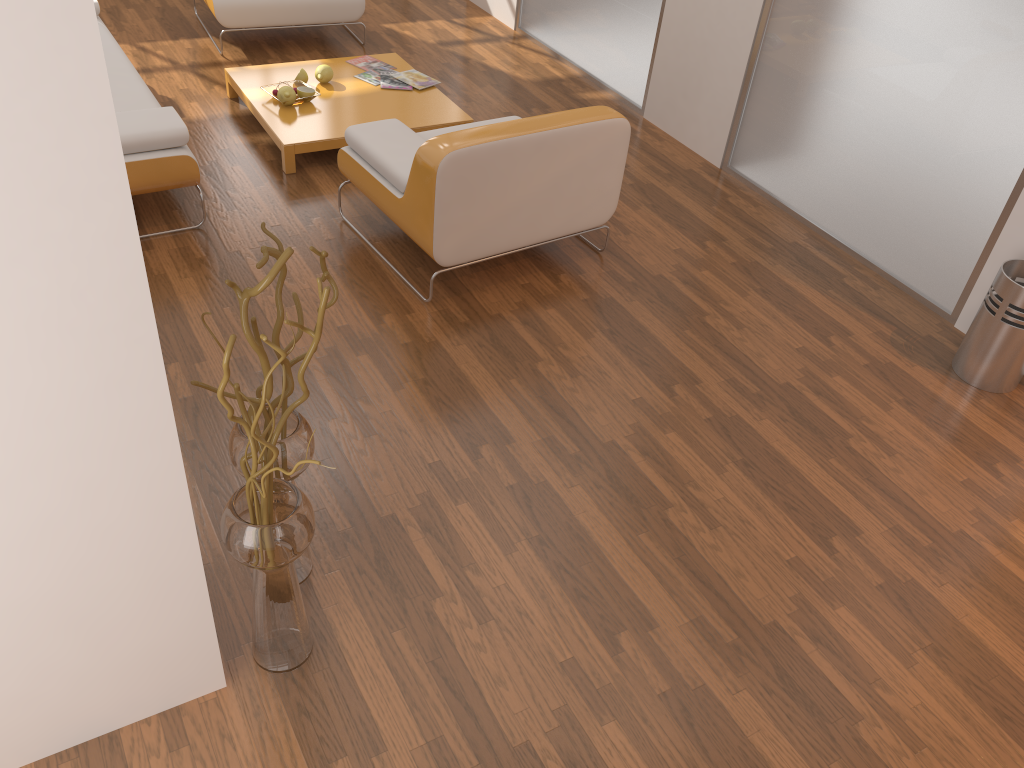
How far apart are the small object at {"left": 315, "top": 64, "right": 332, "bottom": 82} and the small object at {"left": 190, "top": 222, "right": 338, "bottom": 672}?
3.0m

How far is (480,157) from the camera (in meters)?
3.19

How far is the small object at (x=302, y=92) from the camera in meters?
4.5 m

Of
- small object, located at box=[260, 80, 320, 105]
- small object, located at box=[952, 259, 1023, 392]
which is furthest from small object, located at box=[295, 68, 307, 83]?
small object, located at box=[952, 259, 1023, 392]

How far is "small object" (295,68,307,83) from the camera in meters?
4.6

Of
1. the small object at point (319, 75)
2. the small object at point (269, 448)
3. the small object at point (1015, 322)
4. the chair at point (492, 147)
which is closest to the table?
the small object at point (319, 75)

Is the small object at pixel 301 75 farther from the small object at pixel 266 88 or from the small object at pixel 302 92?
the small object at pixel 302 92

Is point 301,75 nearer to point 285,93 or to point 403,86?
point 285,93

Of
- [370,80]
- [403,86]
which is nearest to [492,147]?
[403,86]

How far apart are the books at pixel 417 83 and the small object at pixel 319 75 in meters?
0.4 m
